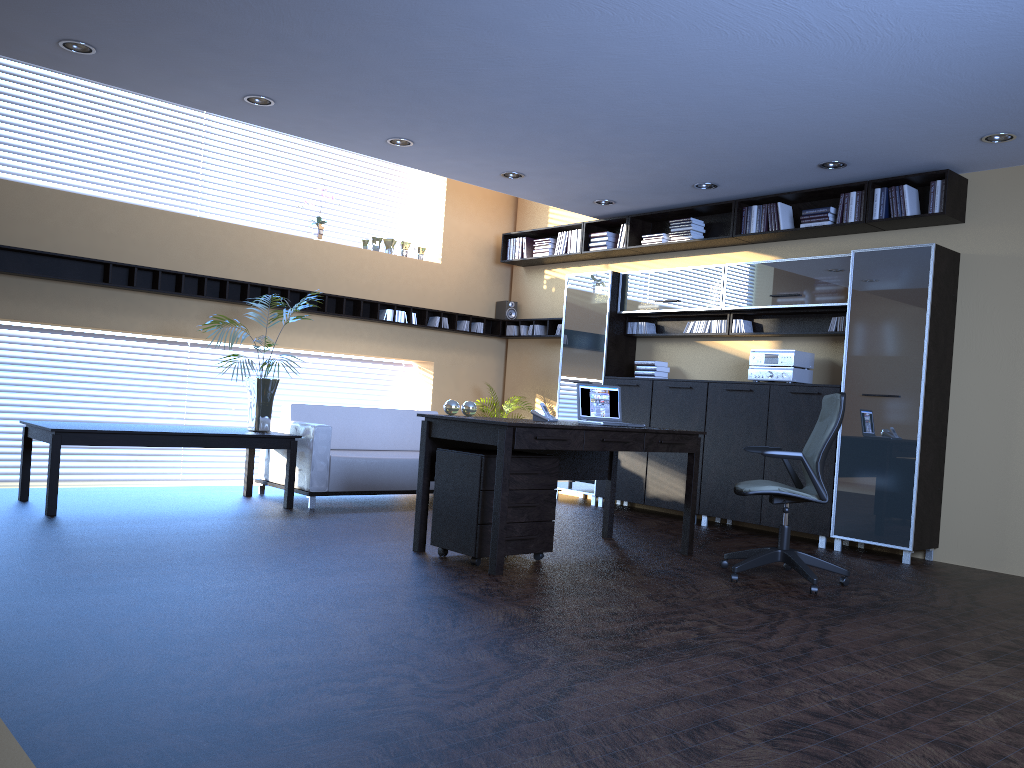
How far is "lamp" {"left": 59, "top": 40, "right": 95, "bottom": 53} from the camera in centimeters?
551cm

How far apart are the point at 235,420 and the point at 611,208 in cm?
441

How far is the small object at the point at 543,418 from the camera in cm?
591

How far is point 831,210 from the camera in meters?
7.4

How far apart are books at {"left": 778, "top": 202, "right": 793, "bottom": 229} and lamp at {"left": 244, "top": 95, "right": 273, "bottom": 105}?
4.37m

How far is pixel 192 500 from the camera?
7.35m

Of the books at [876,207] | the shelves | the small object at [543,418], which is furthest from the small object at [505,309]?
the small object at [543,418]

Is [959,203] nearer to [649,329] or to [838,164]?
[838,164]

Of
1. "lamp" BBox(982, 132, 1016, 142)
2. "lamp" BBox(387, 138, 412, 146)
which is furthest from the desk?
"lamp" BBox(982, 132, 1016, 142)

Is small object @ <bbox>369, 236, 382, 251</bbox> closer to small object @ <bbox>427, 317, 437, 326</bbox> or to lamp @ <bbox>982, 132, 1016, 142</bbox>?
small object @ <bbox>427, 317, 437, 326</bbox>
